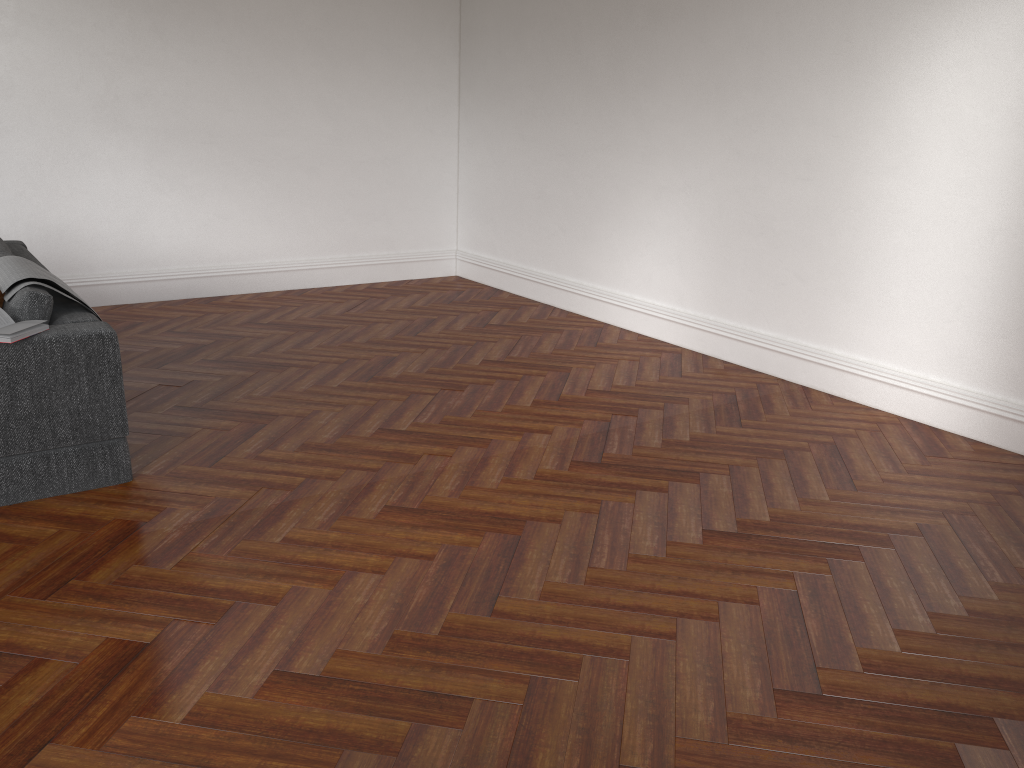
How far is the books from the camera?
3.21m

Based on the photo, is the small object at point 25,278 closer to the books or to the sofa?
the sofa

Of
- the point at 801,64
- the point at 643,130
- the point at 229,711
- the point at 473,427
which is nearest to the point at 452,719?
the point at 229,711

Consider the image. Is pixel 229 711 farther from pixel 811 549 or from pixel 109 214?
pixel 109 214

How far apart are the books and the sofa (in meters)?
0.02

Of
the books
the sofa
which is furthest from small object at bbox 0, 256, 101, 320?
the books

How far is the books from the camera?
3.2m

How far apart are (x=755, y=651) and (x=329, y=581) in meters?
1.4

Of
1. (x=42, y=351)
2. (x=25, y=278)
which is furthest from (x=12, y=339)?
(x=25, y=278)

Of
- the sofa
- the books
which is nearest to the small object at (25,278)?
the sofa
